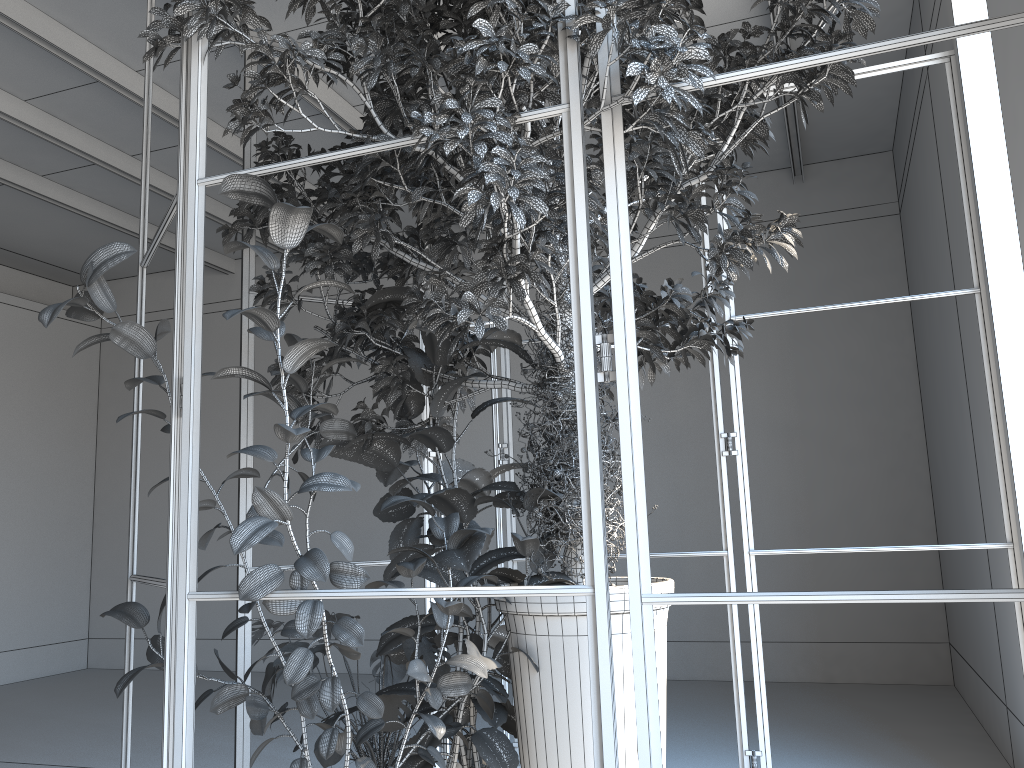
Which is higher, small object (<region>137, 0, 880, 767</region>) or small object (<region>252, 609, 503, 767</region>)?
small object (<region>137, 0, 880, 767</region>)

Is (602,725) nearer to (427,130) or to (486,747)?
(486,747)

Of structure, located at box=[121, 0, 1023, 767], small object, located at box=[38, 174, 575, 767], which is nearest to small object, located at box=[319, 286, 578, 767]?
small object, located at box=[38, 174, 575, 767]

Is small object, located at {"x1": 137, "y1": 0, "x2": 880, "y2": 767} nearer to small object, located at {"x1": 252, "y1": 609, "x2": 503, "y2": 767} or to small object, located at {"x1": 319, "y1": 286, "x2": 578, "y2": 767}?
small object, located at {"x1": 319, "y1": 286, "x2": 578, "y2": 767}

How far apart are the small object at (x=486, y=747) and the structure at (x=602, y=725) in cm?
12

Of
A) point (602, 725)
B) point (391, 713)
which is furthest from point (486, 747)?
point (602, 725)

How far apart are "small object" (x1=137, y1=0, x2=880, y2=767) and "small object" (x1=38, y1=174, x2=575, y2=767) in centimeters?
3cm

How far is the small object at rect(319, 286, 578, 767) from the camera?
2.7 meters

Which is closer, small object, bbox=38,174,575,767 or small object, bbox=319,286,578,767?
small object, bbox=38,174,575,767

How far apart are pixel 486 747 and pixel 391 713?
0.37m
